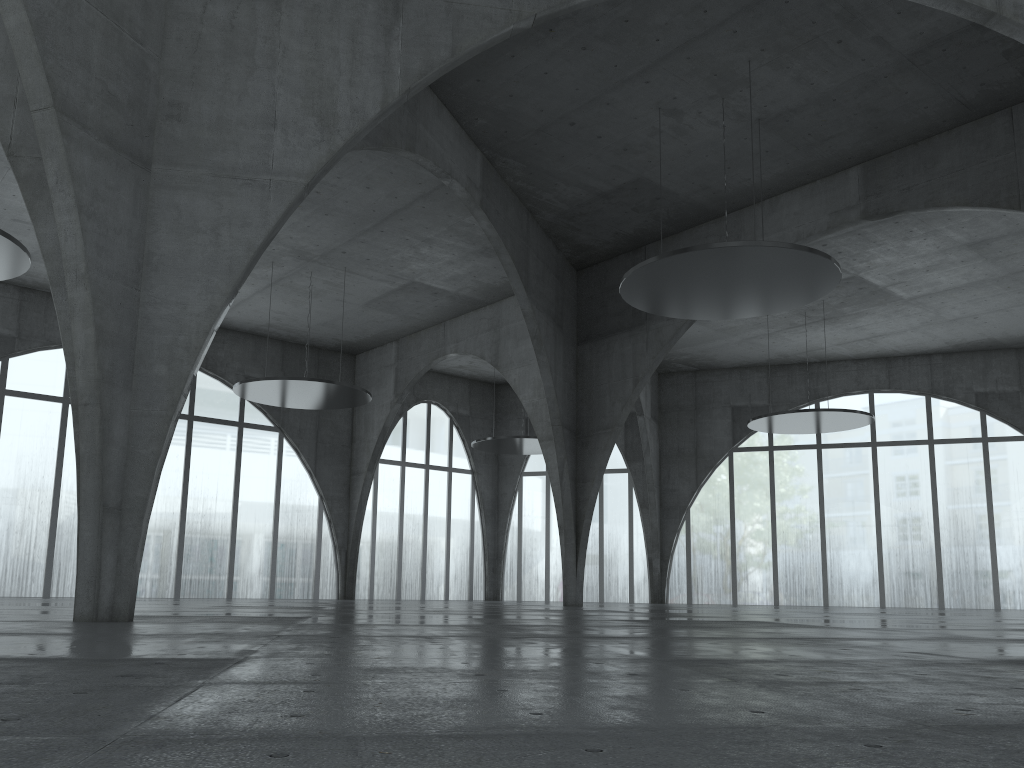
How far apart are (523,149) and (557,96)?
5.6m
